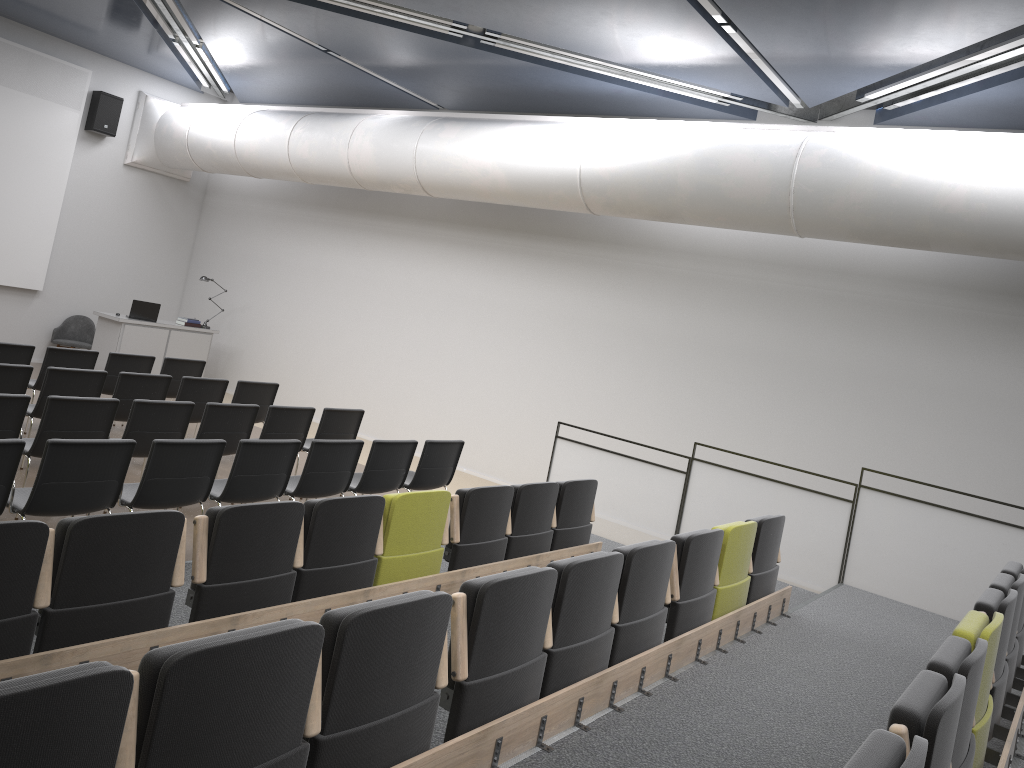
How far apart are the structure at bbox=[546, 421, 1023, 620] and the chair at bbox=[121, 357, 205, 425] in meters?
4.3

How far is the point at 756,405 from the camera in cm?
964

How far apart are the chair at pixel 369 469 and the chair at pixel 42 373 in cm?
348

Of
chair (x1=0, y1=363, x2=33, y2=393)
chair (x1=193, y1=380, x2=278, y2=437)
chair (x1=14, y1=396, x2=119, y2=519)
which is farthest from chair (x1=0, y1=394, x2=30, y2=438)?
chair (x1=193, y1=380, x2=278, y2=437)

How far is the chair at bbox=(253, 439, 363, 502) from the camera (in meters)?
6.73

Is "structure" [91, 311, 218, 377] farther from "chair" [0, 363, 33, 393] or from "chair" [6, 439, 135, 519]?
"chair" [6, 439, 135, 519]

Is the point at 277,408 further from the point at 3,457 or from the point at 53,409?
the point at 3,457

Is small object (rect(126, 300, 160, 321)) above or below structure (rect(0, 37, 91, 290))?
below

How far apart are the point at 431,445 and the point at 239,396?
2.61m

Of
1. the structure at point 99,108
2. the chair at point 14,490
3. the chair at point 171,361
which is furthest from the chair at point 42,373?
the structure at point 99,108
